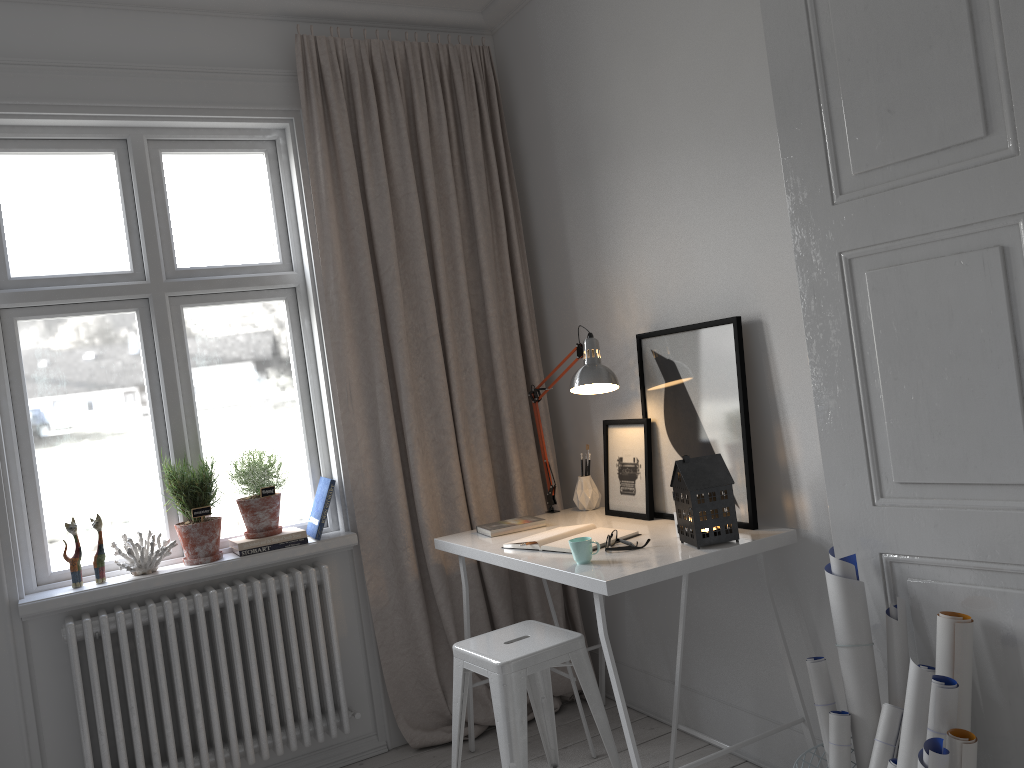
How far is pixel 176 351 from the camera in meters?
3.1 m

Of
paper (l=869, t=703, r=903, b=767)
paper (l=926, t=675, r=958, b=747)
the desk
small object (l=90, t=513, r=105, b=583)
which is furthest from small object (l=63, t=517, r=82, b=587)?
paper (l=926, t=675, r=958, b=747)

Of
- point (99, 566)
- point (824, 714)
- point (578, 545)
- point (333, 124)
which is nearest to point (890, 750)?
point (824, 714)

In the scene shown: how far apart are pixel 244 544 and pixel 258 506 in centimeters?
14cm

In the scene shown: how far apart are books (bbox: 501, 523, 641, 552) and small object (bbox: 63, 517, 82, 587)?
1.40m

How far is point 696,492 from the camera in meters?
2.4 m

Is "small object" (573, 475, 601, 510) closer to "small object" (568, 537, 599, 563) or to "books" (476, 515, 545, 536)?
"books" (476, 515, 545, 536)

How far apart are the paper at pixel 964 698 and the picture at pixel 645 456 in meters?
1.1 m

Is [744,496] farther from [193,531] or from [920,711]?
[193,531]

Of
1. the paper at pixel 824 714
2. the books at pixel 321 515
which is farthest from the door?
the books at pixel 321 515
